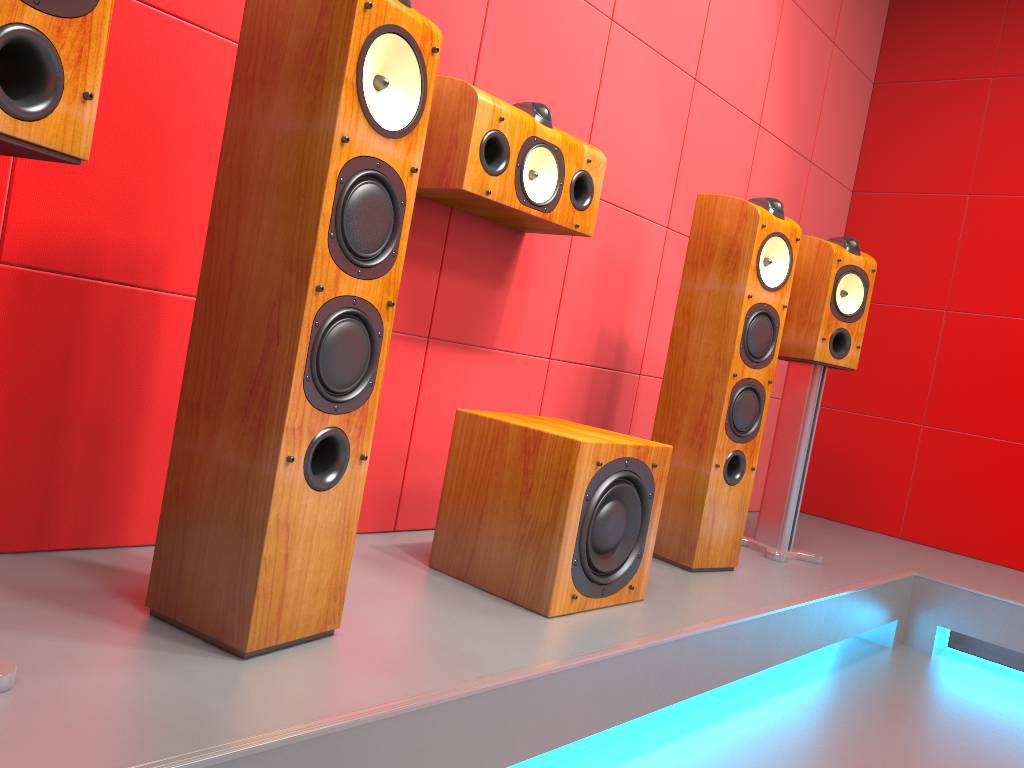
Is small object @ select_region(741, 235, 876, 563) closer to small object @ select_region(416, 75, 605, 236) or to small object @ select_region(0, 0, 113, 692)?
small object @ select_region(416, 75, 605, 236)

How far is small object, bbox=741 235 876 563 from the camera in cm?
279

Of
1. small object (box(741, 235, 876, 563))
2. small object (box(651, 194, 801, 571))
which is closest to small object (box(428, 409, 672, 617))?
small object (box(651, 194, 801, 571))

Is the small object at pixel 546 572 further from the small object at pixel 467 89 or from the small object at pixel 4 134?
the small object at pixel 4 134

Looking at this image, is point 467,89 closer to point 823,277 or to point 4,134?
point 4,134

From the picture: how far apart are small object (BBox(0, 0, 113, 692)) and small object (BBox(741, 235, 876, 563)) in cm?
225

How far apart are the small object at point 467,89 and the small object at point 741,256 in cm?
40

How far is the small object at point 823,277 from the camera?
2.8 meters

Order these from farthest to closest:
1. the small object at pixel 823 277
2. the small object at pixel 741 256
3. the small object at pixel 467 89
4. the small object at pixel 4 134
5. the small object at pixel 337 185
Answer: the small object at pixel 823 277, the small object at pixel 741 256, the small object at pixel 467 89, the small object at pixel 337 185, the small object at pixel 4 134

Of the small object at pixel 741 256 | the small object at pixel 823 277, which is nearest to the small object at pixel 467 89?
the small object at pixel 741 256
